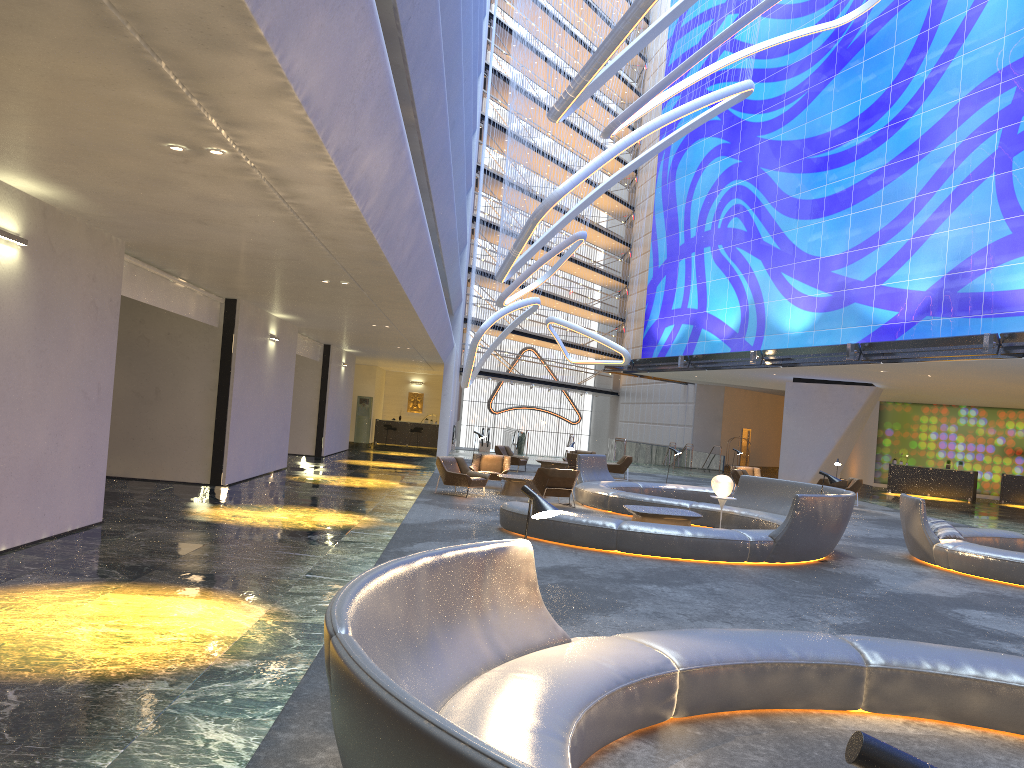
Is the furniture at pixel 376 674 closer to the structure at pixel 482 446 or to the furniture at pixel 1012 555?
the furniture at pixel 1012 555

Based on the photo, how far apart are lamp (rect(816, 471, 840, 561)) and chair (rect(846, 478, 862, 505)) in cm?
1295

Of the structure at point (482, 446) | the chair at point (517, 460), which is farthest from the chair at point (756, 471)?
the structure at point (482, 446)

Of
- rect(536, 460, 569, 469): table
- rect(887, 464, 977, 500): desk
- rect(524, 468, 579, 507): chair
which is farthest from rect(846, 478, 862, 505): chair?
rect(524, 468, 579, 507): chair

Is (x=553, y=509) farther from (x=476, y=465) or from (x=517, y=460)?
(x=517, y=460)

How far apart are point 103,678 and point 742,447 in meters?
46.9

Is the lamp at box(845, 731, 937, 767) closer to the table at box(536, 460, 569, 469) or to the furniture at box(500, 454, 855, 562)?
the furniture at box(500, 454, 855, 562)

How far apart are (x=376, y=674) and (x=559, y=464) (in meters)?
25.24

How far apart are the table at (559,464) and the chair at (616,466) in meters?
1.4 m

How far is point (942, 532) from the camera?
13.0m
